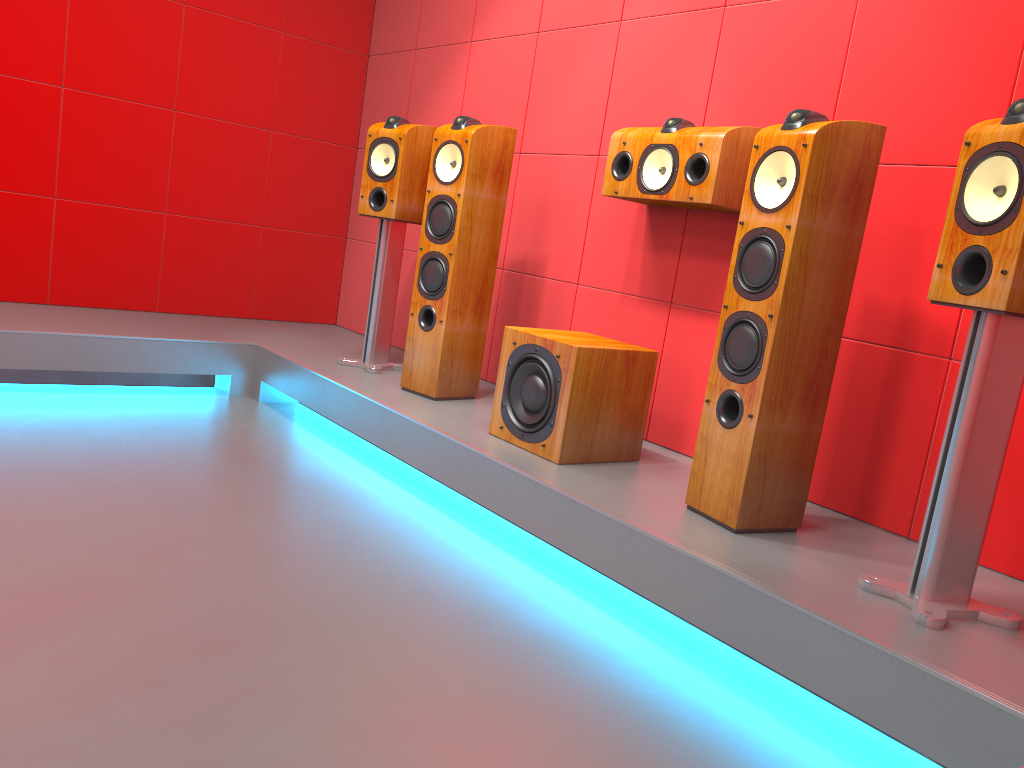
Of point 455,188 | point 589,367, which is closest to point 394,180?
point 455,188

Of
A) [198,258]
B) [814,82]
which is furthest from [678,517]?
[198,258]

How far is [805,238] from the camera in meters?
2.1 m

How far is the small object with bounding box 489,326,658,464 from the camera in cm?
263

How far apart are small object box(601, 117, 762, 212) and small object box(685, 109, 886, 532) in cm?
40

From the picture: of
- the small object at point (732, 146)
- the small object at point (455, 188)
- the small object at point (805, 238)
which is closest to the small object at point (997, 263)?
the small object at point (805, 238)

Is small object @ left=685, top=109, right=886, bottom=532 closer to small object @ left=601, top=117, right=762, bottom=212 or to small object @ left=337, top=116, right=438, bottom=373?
small object @ left=601, top=117, right=762, bottom=212

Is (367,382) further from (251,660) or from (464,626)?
(251,660)

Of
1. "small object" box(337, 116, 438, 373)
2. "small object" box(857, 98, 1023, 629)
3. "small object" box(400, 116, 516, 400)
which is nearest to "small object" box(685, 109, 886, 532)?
"small object" box(857, 98, 1023, 629)

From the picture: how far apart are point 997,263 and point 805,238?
0.5m
